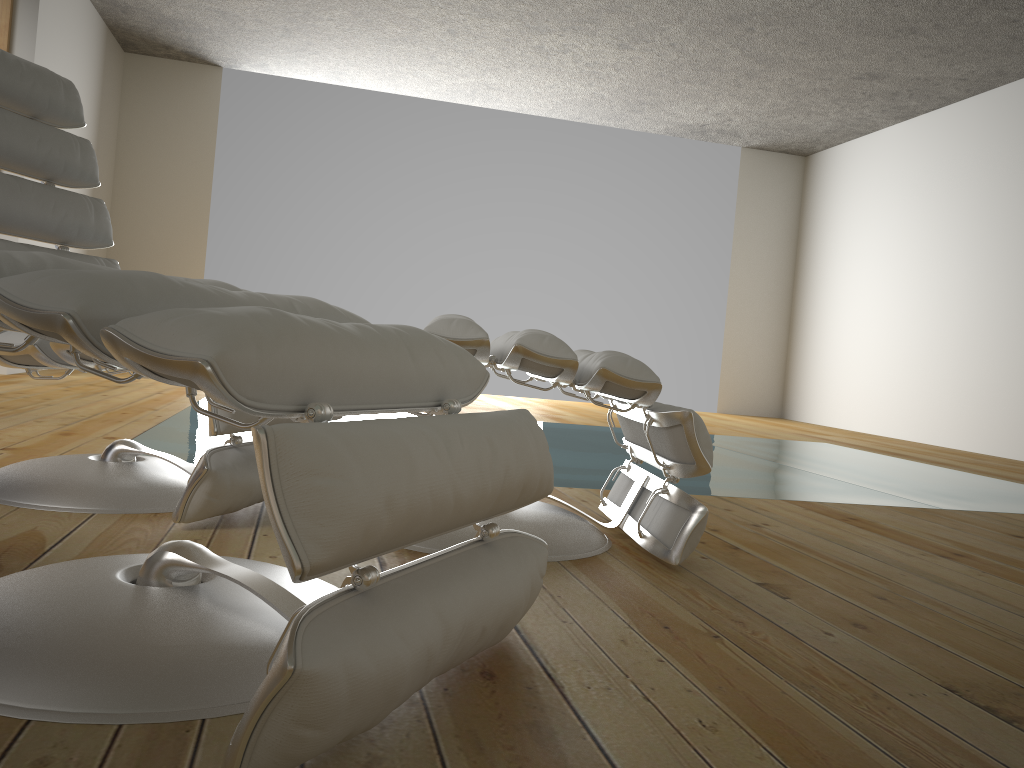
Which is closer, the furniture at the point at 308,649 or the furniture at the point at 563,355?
the furniture at the point at 308,649

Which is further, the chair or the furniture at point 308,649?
the chair

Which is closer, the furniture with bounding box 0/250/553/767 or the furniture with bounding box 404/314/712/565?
the furniture with bounding box 0/250/553/767

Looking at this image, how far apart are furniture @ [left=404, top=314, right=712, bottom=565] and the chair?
0.4 meters

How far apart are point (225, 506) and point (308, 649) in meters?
1.0 m

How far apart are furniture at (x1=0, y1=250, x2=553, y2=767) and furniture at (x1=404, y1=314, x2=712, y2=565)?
0.4 meters

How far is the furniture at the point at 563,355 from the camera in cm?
160

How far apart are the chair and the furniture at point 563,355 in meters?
0.4

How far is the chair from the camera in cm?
166

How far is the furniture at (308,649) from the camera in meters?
0.7 m
